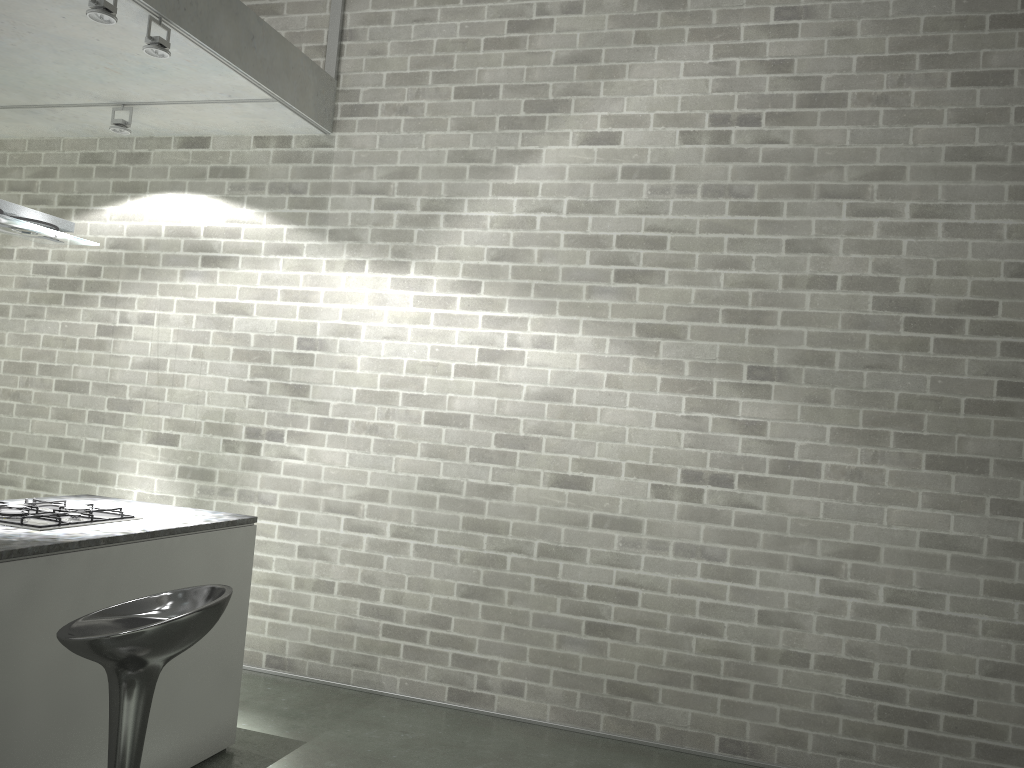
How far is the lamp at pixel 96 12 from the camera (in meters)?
3.28

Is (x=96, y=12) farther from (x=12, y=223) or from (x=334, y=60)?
(x=334, y=60)

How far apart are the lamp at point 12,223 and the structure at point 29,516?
1.0 meters

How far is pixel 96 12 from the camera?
3.3m

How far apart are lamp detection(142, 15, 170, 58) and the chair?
2.2 meters

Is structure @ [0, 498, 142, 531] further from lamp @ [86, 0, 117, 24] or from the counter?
lamp @ [86, 0, 117, 24]

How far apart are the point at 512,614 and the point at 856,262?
2.4m

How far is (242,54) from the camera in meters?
4.1 m

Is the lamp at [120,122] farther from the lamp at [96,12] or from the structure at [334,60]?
the lamp at [96,12]

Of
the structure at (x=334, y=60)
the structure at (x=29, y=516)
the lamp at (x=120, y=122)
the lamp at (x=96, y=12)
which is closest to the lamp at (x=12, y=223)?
the lamp at (x=96, y=12)
